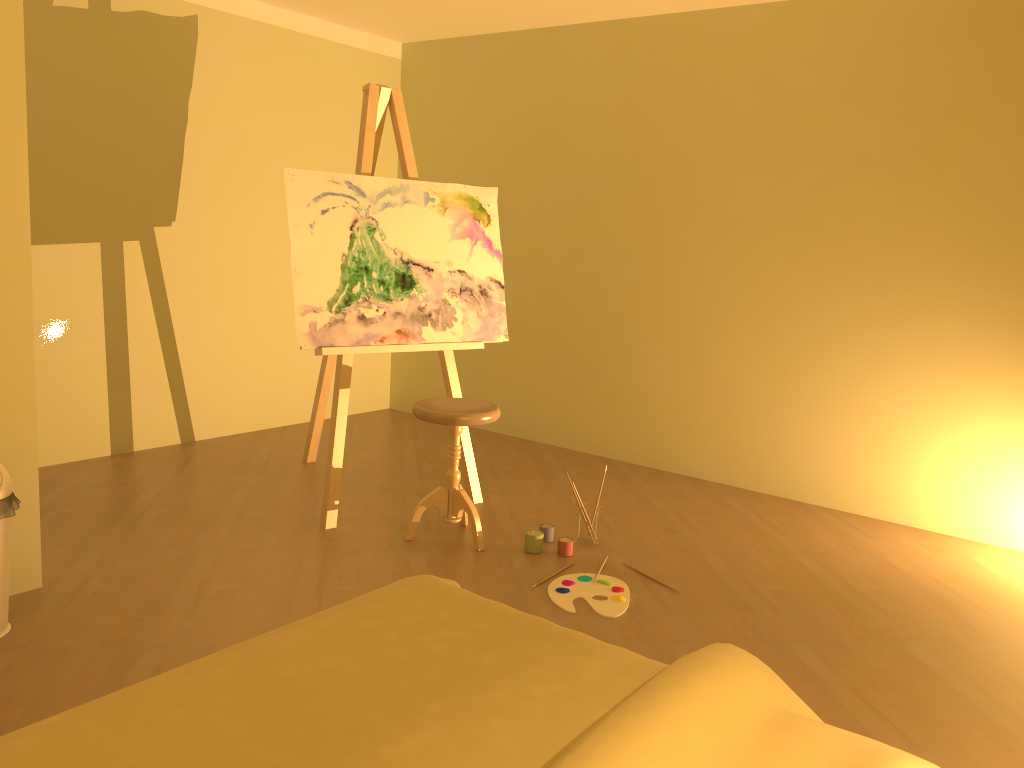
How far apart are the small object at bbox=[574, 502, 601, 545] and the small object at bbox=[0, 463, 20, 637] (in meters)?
2.00

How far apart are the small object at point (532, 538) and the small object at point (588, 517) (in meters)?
0.19

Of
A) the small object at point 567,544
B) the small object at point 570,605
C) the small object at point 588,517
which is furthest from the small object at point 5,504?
the small object at point 588,517

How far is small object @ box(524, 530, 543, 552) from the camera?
3.5m

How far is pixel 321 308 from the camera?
3.6 meters

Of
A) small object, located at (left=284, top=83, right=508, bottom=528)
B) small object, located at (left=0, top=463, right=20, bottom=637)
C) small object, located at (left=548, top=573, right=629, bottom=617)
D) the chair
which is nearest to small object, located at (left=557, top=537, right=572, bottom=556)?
small object, located at (left=548, top=573, right=629, bottom=617)

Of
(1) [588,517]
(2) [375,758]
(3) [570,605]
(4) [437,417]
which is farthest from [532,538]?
(2) [375,758]

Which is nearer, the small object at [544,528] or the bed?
the bed

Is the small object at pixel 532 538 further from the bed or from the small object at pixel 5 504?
the small object at pixel 5 504

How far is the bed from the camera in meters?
1.4 m
